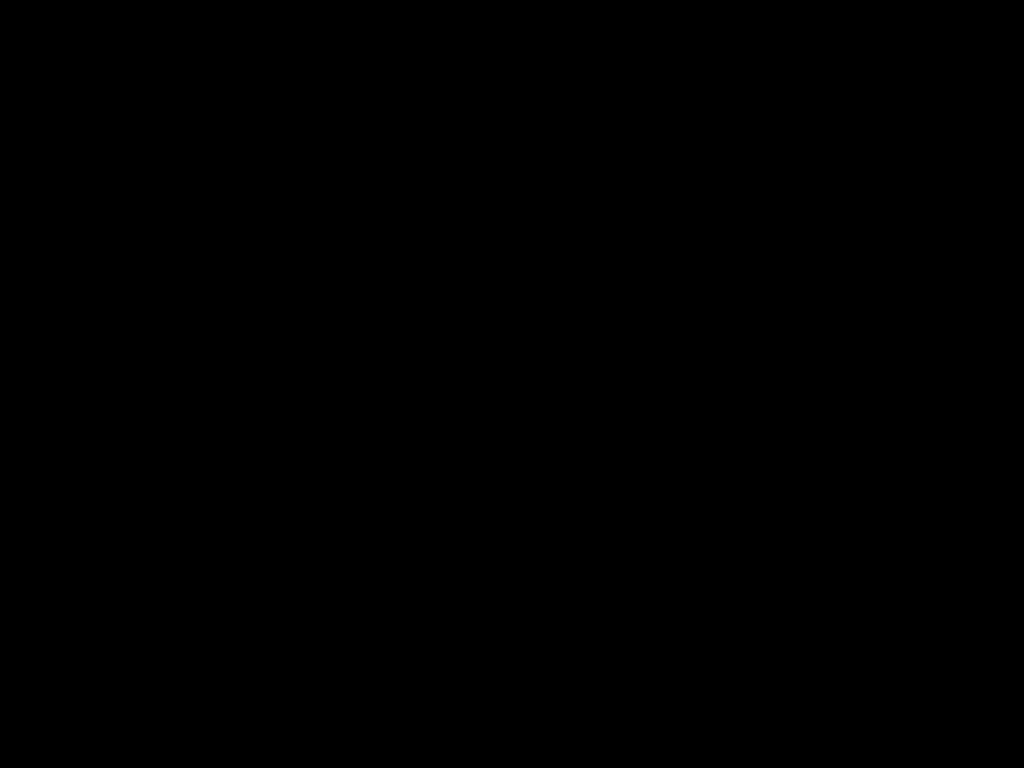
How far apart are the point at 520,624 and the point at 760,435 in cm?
198

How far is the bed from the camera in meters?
0.2 m

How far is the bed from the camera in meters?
0.2 m

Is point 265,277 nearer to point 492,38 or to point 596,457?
point 492,38
